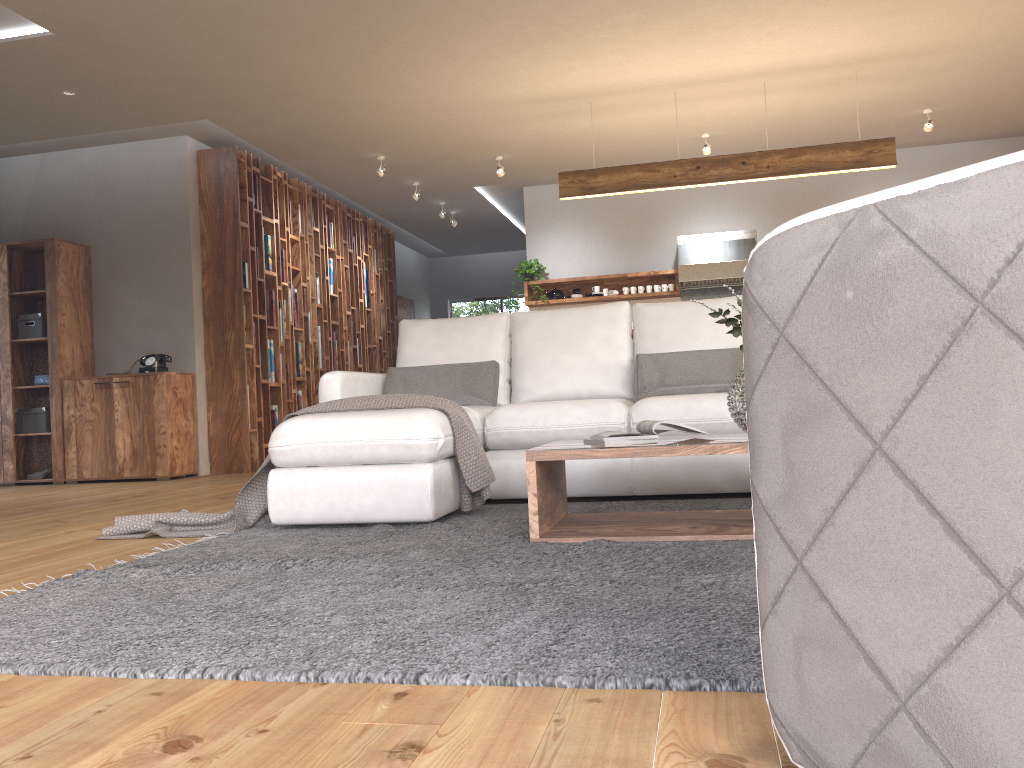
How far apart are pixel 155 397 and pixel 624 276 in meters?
4.7

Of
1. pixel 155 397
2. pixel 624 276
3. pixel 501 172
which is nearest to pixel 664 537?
pixel 155 397

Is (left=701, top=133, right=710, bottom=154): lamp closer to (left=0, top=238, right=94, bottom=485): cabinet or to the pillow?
the pillow

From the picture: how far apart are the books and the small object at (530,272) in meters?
6.2

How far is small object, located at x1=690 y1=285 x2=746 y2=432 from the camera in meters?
2.9 m

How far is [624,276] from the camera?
9.1 meters

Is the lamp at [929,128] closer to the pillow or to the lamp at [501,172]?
the lamp at [501,172]

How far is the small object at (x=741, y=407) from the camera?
2.86m

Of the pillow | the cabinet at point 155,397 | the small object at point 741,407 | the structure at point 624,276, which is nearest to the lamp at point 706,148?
the structure at point 624,276

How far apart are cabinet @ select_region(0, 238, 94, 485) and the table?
5.29m
